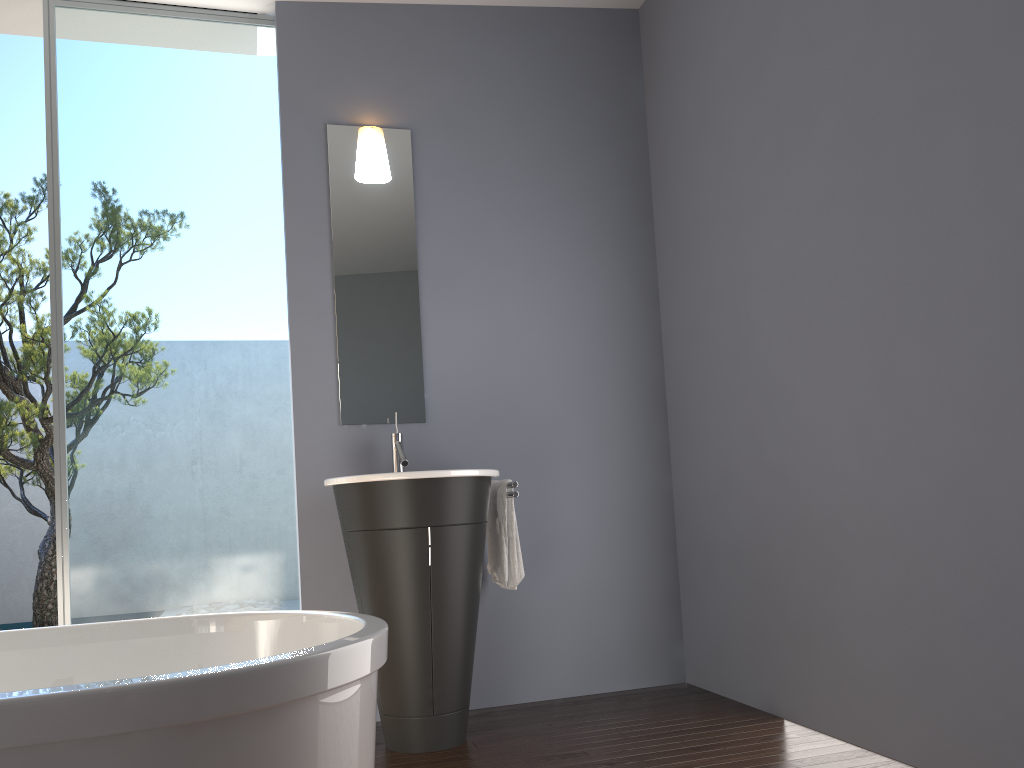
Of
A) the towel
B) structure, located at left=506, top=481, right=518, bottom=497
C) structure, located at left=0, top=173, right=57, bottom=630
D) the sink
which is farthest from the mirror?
structure, located at left=0, top=173, right=57, bottom=630

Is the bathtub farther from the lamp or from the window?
the lamp

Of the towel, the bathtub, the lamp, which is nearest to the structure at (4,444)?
the lamp

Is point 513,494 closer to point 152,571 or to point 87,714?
point 152,571

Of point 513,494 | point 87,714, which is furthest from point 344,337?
point 87,714

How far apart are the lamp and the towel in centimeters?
141cm

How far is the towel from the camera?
3.4m

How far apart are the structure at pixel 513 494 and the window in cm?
97

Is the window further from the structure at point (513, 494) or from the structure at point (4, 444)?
the structure at point (4, 444)

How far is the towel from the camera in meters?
3.4 m
